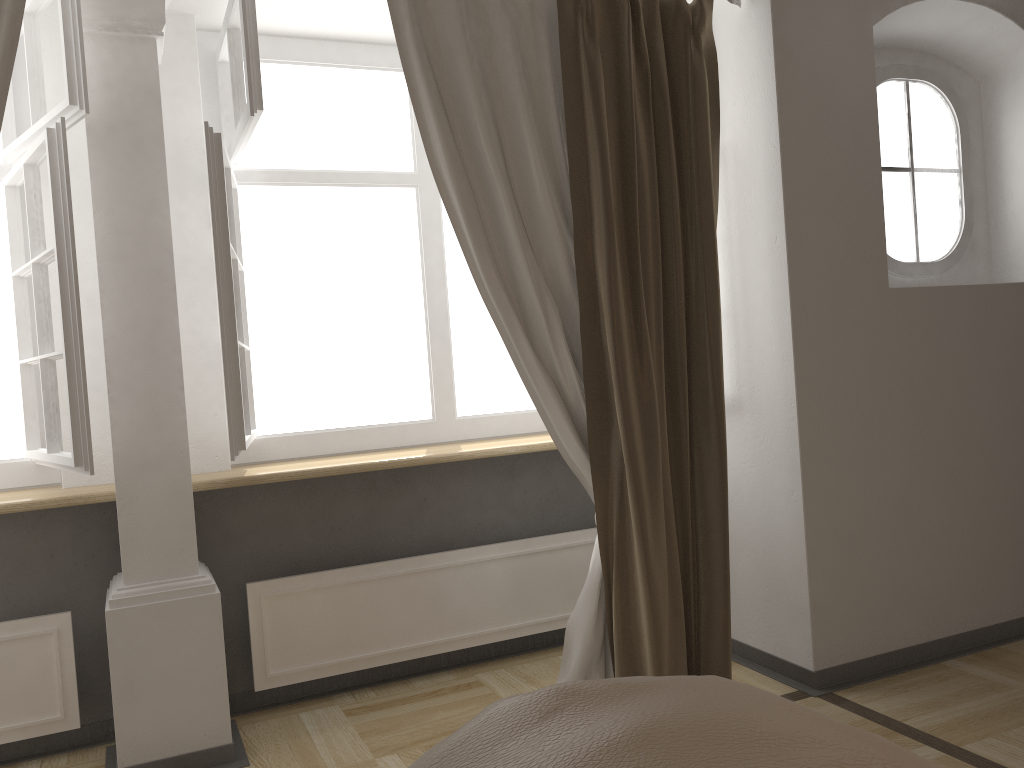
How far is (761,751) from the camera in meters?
0.4

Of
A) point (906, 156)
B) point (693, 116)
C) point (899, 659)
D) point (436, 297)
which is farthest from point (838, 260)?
point (436, 297)

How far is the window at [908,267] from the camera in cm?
324

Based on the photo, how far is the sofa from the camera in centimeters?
42cm

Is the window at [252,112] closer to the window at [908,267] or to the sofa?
the window at [908,267]

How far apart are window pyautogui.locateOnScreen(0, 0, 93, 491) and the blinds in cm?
19

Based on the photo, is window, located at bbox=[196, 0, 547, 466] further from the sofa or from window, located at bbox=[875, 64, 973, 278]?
the sofa

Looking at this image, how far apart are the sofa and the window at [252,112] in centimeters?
199cm

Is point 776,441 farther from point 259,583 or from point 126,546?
point 126,546

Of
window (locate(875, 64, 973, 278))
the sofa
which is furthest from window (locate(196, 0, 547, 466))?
the sofa
